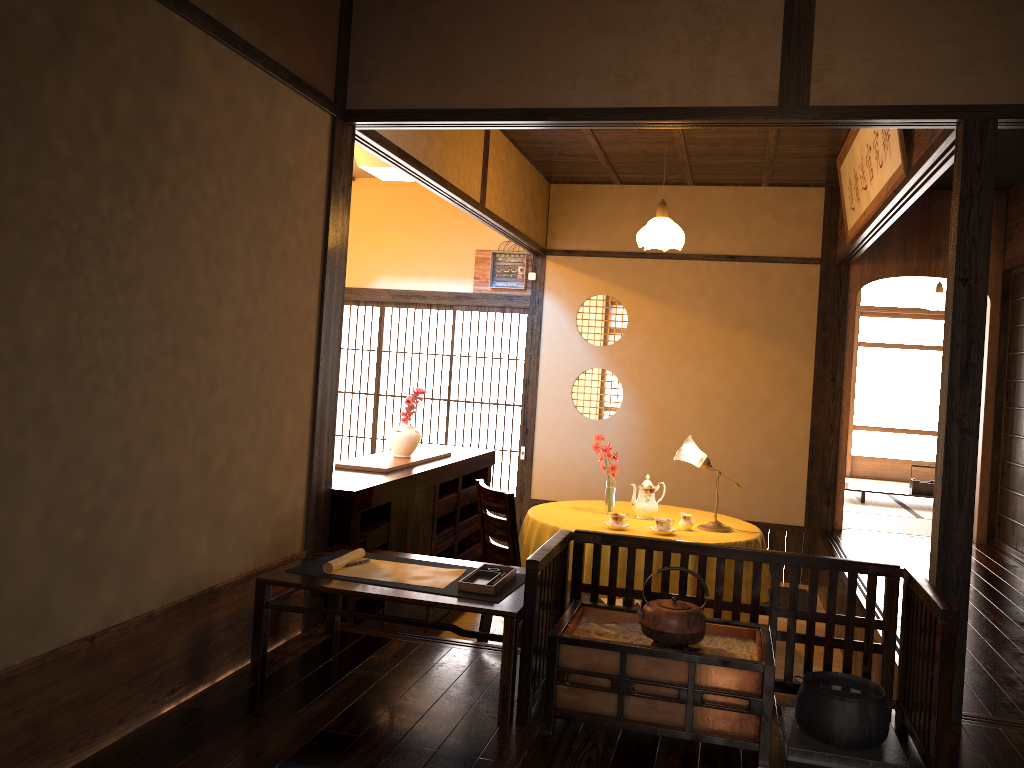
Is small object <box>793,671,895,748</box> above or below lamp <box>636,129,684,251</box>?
below

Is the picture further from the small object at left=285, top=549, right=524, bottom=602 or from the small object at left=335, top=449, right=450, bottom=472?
the small object at left=335, top=449, right=450, bottom=472

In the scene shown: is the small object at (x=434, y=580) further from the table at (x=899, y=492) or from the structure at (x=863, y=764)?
the table at (x=899, y=492)

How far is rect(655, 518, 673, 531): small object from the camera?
4.6m

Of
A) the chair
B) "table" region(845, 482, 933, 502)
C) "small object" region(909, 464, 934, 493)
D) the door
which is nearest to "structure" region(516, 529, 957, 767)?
the chair

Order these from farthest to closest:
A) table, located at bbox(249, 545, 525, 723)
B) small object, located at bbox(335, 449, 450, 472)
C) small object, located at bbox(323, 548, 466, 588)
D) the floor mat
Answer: the floor mat, small object, located at bbox(335, 449, 450, 472), small object, located at bbox(323, 548, 466, 588), table, located at bbox(249, 545, 525, 723)

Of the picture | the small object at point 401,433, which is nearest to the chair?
the small object at point 401,433

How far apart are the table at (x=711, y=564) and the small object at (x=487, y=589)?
1.4 meters

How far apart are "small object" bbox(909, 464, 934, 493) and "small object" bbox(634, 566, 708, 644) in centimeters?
664cm

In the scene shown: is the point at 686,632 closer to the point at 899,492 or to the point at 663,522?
the point at 663,522
